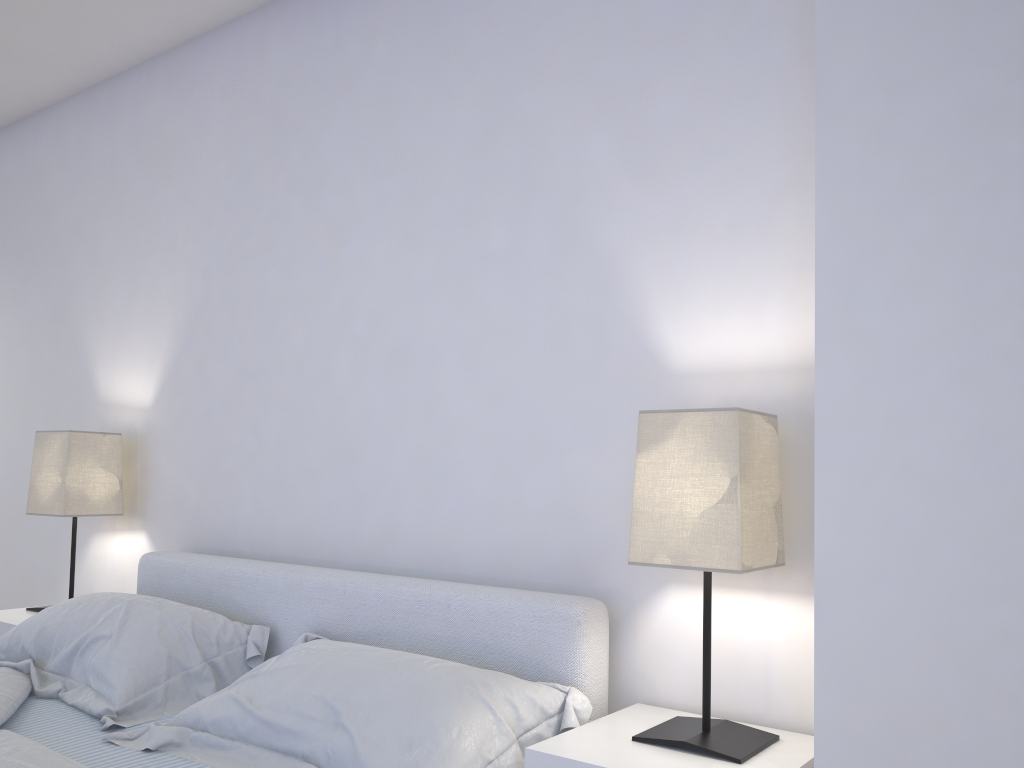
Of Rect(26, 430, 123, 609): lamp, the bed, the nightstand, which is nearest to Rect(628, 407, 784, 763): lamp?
the nightstand

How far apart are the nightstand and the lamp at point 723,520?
0.01m

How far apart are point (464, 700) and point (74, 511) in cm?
177

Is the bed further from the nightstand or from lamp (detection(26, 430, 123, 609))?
lamp (detection(26, 430, 123, 609))

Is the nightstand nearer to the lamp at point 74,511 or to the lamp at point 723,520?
the lamp at point 723,520

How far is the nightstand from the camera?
1.42m

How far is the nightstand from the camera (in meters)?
1.42

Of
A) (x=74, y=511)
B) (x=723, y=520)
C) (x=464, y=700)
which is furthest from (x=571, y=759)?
(x=74, y=511)

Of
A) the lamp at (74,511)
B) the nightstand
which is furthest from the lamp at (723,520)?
the lamp at (74,511)

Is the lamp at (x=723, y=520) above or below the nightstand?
above
